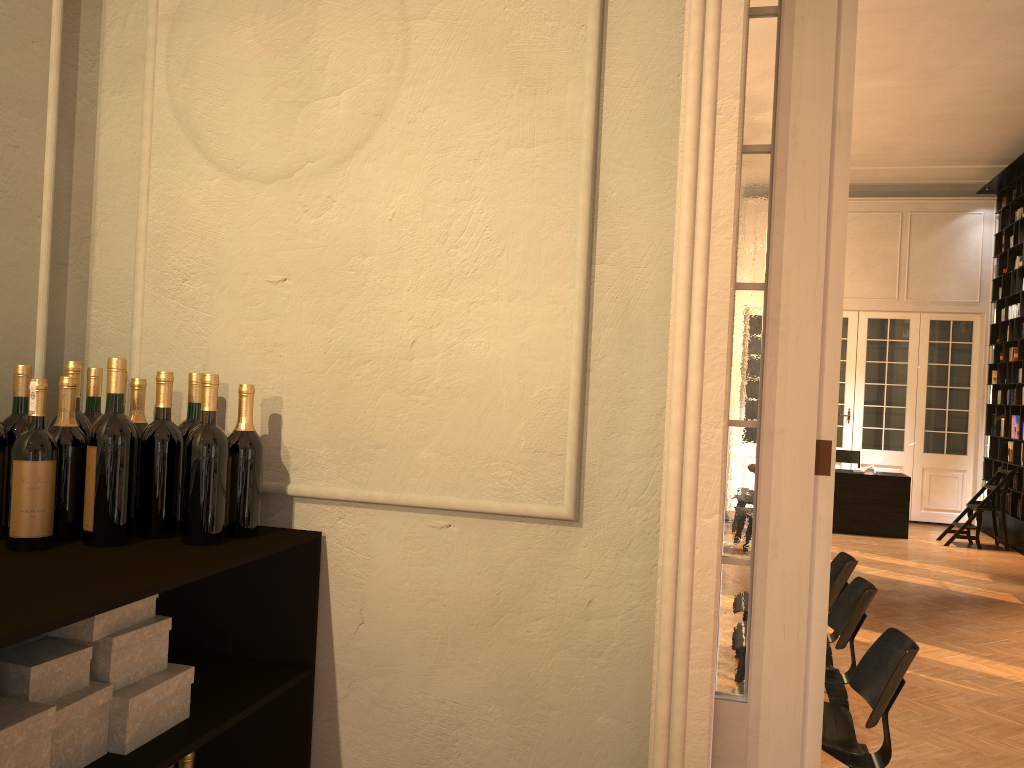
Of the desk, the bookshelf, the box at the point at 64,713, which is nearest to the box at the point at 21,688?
the box at the point at 64,713

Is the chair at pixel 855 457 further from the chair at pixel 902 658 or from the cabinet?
the cabinet

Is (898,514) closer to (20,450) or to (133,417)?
(133,417)

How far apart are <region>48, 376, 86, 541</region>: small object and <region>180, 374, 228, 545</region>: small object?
0.2 meters

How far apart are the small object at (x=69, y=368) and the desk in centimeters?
1144cm

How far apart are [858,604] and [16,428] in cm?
416

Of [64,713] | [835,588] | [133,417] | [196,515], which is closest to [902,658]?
[835,588]

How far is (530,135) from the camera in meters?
2.1

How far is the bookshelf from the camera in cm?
1155

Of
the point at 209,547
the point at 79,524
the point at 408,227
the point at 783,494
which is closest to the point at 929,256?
the point at 783,494
